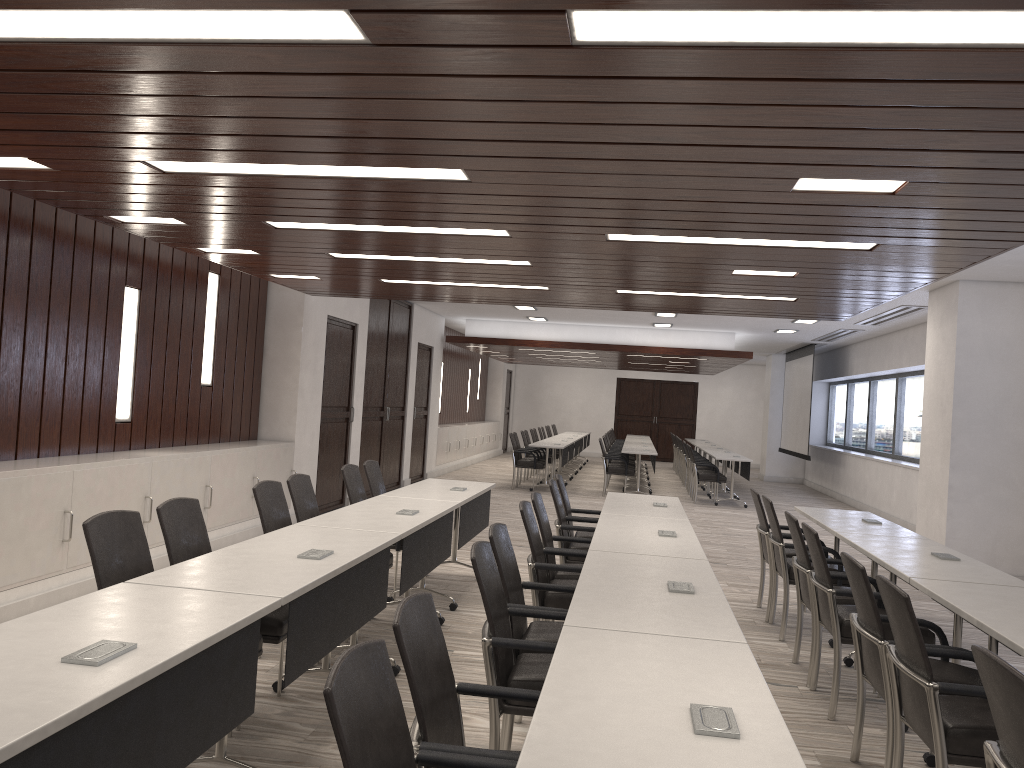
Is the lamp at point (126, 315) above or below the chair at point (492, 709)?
above

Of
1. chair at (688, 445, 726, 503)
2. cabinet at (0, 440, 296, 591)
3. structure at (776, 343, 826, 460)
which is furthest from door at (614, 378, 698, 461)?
cabinet at (0, 440, 296, 591)

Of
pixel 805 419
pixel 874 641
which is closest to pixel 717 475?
pixel 805 419

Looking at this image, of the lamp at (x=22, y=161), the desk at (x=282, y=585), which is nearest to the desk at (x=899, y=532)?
the desk at (x=282, y=585)

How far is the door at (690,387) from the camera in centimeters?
2538cm

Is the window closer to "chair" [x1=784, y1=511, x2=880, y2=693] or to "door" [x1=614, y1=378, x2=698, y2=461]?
"door" [x1=614, y1=378, x2=698, y2=461]

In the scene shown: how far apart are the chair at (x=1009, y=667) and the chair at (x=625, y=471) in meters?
12.2

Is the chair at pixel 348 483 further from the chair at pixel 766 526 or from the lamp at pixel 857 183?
the lamp at pixel 857 183

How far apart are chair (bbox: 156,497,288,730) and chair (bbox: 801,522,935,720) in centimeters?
263cm

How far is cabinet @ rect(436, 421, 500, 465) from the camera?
16.9m
